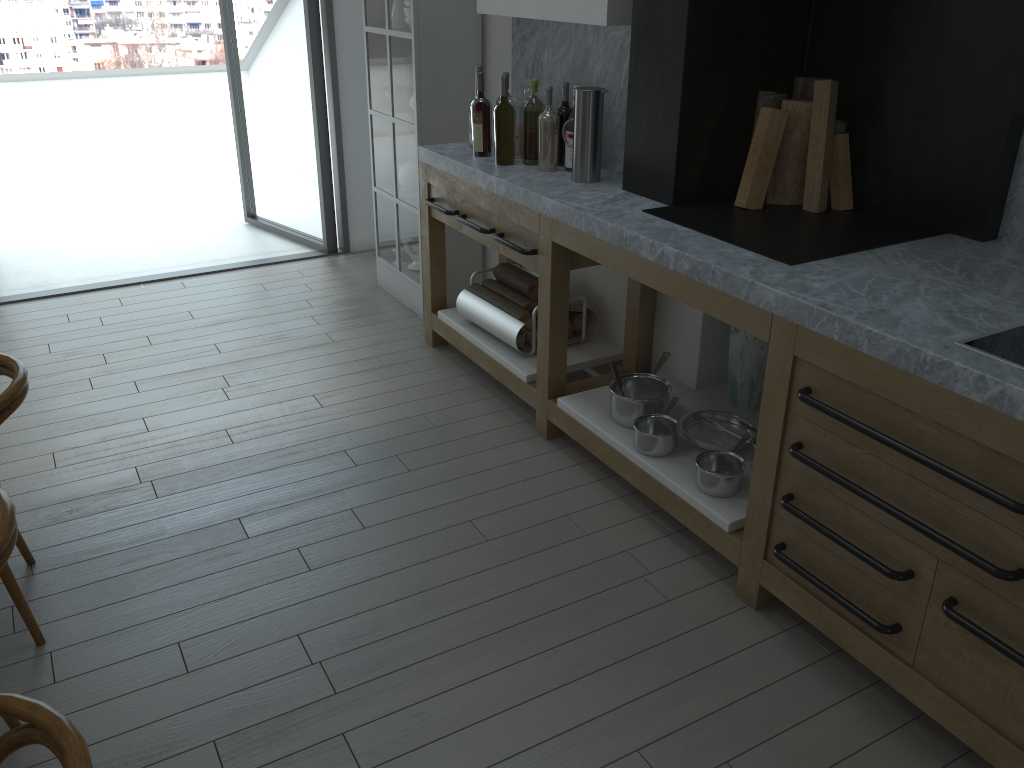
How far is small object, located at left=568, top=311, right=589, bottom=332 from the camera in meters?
3.8 m

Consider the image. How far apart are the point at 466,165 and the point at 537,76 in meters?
0.6

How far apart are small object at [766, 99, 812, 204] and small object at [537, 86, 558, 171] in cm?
88

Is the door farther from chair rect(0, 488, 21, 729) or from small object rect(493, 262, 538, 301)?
chair rect(0, 488, 21, 729)

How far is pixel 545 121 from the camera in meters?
3.4

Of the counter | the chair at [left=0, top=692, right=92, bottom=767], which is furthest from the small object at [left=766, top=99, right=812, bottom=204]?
the chair at [left=0, top=692, right=92, bottom=767]

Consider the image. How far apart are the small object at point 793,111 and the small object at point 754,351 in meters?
0.5 m

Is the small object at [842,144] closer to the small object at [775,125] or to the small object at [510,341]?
the small object at [775,125]

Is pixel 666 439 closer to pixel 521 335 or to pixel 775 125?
pixel 521 335

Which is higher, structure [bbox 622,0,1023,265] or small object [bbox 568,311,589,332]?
A: structure [bbox 622,0,1023,265]
